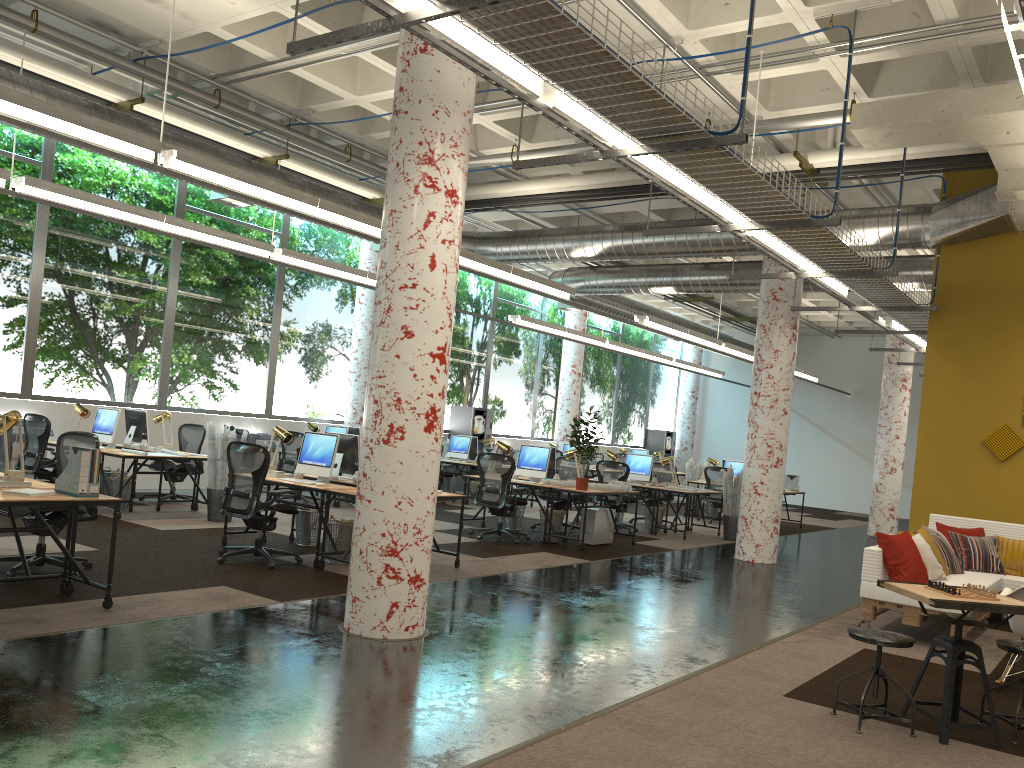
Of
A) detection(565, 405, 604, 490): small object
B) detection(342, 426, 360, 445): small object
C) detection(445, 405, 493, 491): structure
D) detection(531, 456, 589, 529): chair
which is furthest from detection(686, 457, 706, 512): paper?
detection(565, 405, 604, 490): small object

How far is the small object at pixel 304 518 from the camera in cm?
915

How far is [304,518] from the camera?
9.1m

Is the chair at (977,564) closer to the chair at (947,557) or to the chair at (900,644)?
the chair at (947,557)

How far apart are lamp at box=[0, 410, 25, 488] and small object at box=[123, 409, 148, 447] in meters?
5.4 m

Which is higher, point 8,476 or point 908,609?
point 8,476

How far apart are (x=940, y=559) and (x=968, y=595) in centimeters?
366cm

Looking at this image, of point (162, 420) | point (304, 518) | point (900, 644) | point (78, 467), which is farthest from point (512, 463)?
point (900, 644)

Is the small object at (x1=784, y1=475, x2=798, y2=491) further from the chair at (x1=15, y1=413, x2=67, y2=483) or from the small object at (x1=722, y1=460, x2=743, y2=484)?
the chair at (x1=15, y1=413, x2=67, y2=483)

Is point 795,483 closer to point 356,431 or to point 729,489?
point 729,489
